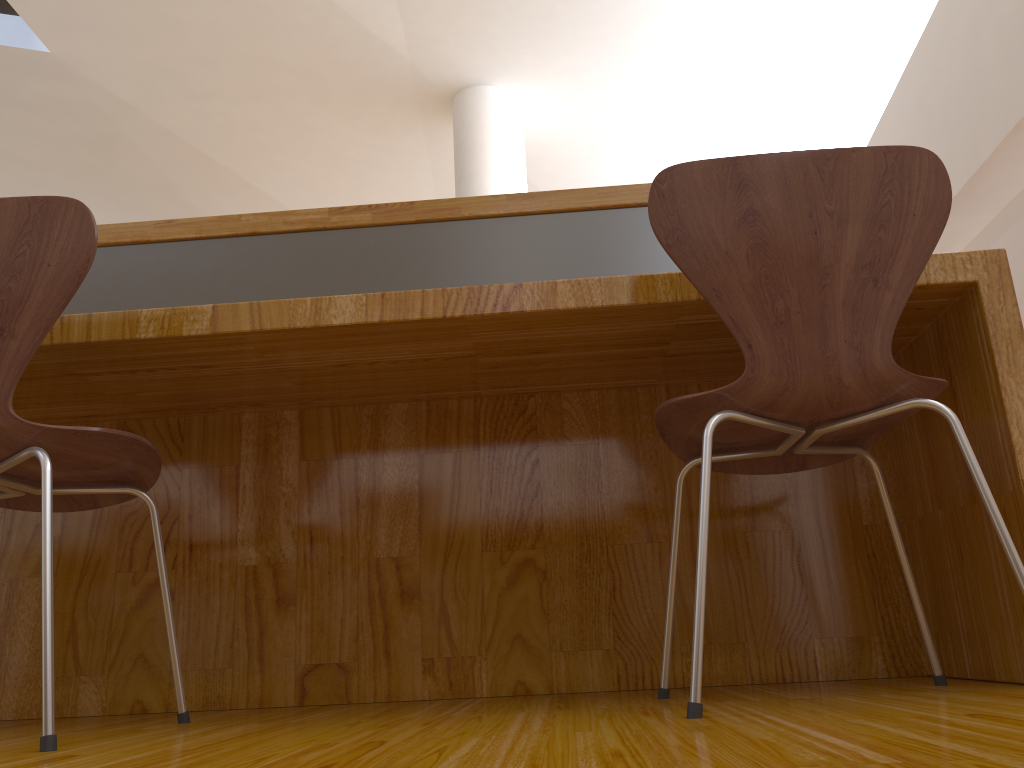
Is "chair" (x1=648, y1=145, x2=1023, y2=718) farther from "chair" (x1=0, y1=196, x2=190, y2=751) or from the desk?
"chair" (x1=0, y1=196, x2=190, y2=751)

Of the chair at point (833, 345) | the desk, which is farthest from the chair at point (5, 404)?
the chair at point (833, 345)

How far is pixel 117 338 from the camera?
1.34m

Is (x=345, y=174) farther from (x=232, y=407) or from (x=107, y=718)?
(x=107, y=718)

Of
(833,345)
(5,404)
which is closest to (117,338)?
(5,404)

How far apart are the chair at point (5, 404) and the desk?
0.2 meters

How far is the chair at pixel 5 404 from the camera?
1.1m

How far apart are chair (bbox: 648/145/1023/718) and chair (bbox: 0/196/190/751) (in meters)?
0.70

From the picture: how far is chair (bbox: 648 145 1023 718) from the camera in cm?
112

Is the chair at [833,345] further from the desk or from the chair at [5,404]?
the chair at [5,404]
